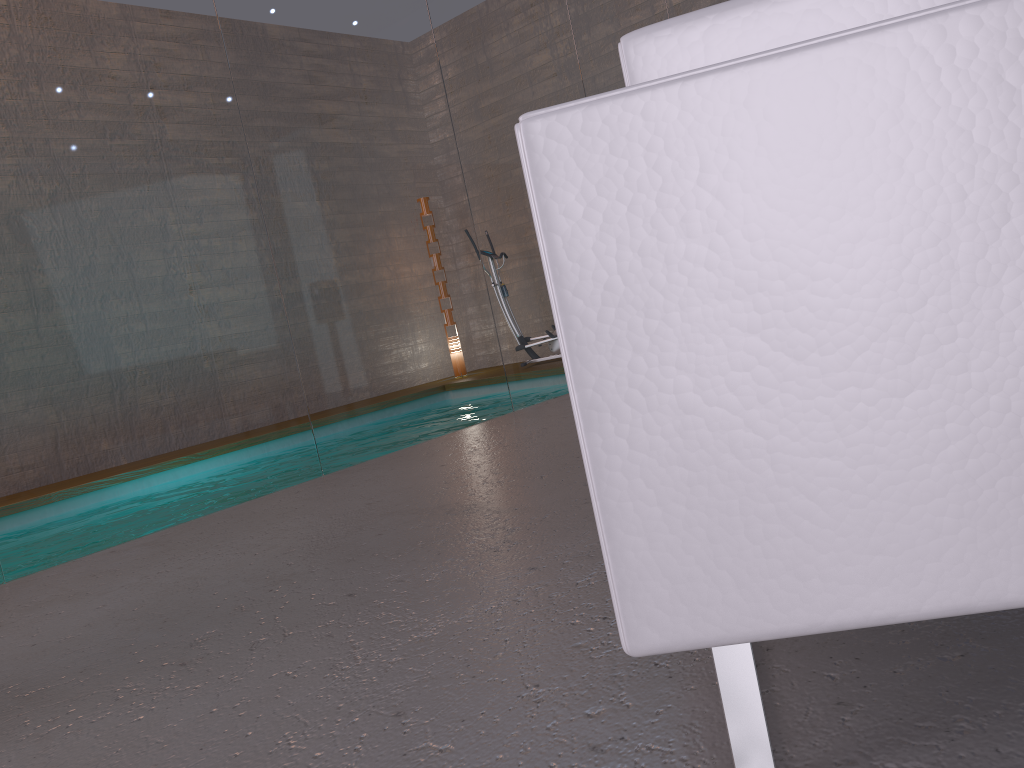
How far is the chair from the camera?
0.8m

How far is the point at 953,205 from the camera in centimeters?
78cm

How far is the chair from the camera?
0.8m
